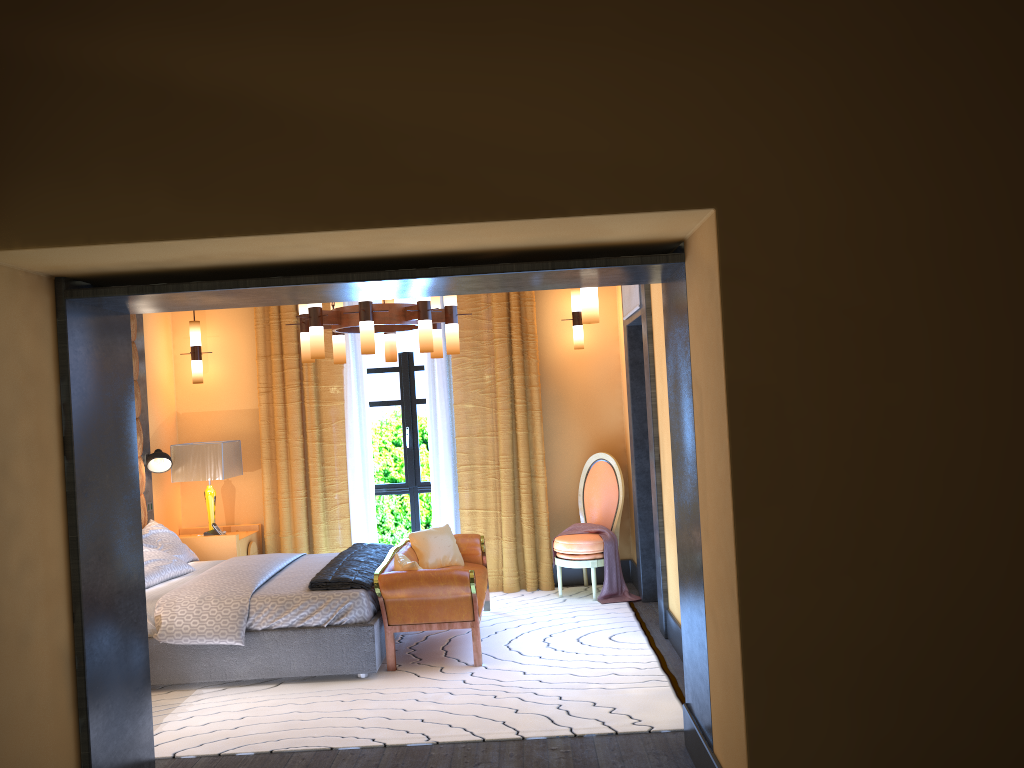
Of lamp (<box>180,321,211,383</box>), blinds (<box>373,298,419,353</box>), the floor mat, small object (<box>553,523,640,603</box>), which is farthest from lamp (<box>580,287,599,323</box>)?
lamp (<box>180,321,211,383</box>)

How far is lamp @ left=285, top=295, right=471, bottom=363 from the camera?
5.4 meters

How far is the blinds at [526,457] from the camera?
7.5m

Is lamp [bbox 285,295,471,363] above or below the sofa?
above

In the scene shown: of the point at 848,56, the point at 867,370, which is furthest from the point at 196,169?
the point at 867,370

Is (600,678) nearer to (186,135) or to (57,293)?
(57,293)

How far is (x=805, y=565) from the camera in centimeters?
290cm

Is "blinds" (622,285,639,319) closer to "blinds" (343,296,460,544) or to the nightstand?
"blinds" (343,296,460,544)

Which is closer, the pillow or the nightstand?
the pillow

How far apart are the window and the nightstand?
1.1m
